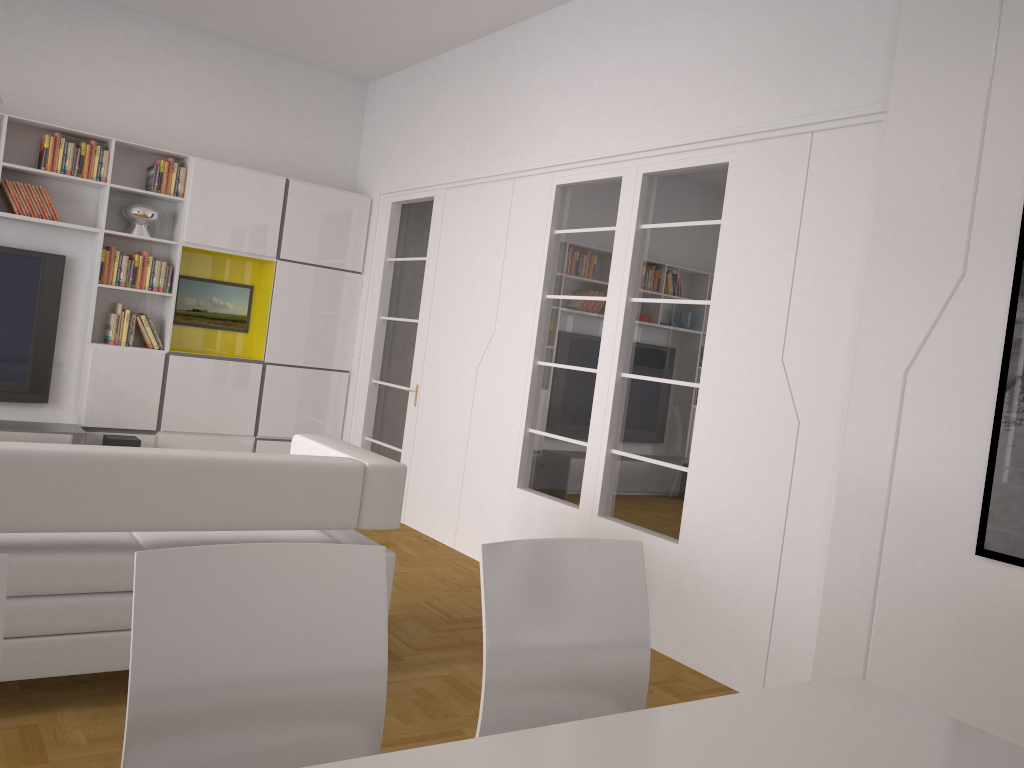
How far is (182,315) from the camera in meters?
6.9

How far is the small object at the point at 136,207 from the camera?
6.4m

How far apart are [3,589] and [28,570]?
1.6m

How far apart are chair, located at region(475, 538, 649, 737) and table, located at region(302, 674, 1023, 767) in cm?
35

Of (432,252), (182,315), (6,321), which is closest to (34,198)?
(6,321)

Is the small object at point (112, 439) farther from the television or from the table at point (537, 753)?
the table at point (537, 753)

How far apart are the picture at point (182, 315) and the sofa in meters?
3.4 m

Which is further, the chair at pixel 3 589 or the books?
the books

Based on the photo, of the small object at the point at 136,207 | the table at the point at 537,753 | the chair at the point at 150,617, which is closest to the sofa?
the chair at the point at 150,617

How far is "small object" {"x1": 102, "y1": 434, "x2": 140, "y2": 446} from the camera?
6.13m
